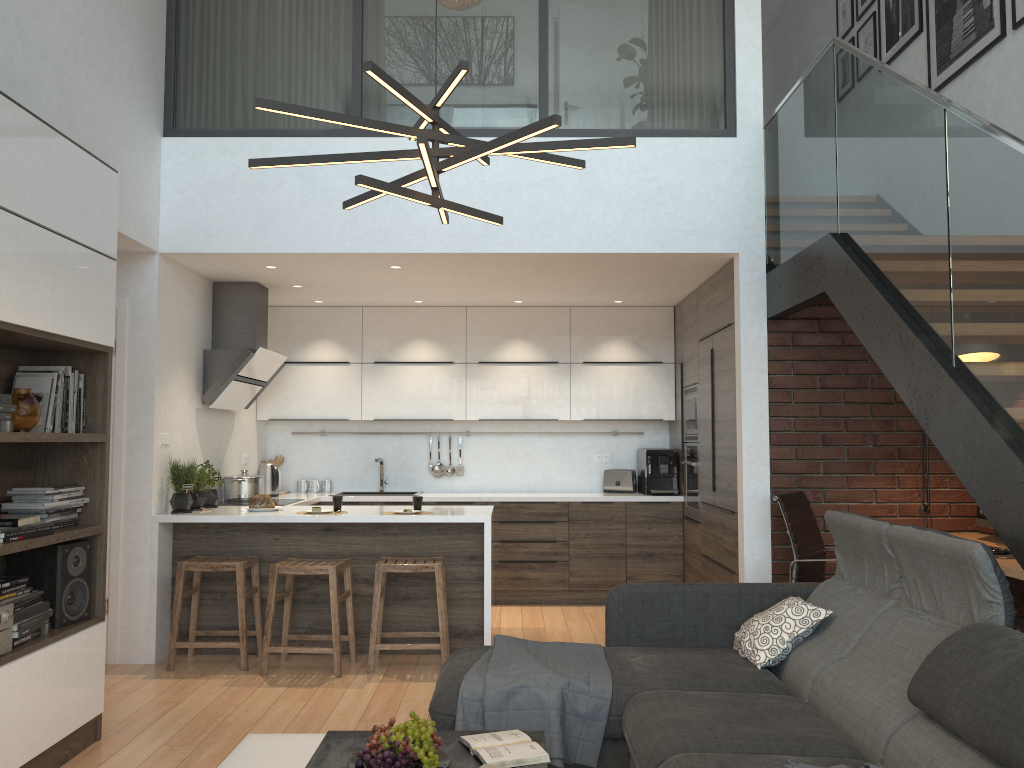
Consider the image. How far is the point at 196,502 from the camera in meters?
5.5

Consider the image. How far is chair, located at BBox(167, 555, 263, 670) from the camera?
4.97m

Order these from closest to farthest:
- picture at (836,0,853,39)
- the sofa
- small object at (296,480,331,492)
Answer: the sofa < picture at (836,0,853,39) < small object at (296,480,331,492)

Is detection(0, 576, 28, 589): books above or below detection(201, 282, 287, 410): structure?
below

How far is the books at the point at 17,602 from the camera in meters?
3.3 m

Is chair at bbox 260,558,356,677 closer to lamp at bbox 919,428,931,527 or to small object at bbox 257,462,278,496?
small object at bbox 257,462,278,496

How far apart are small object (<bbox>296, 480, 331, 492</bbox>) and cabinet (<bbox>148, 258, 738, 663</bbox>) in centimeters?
50cm

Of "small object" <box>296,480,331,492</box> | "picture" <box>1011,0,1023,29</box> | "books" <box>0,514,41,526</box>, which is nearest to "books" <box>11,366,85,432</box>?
"books" <box>0,514,41,526</box>

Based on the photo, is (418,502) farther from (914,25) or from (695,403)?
(914,25)

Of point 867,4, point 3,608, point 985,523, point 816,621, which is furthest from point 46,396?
point 867,4
